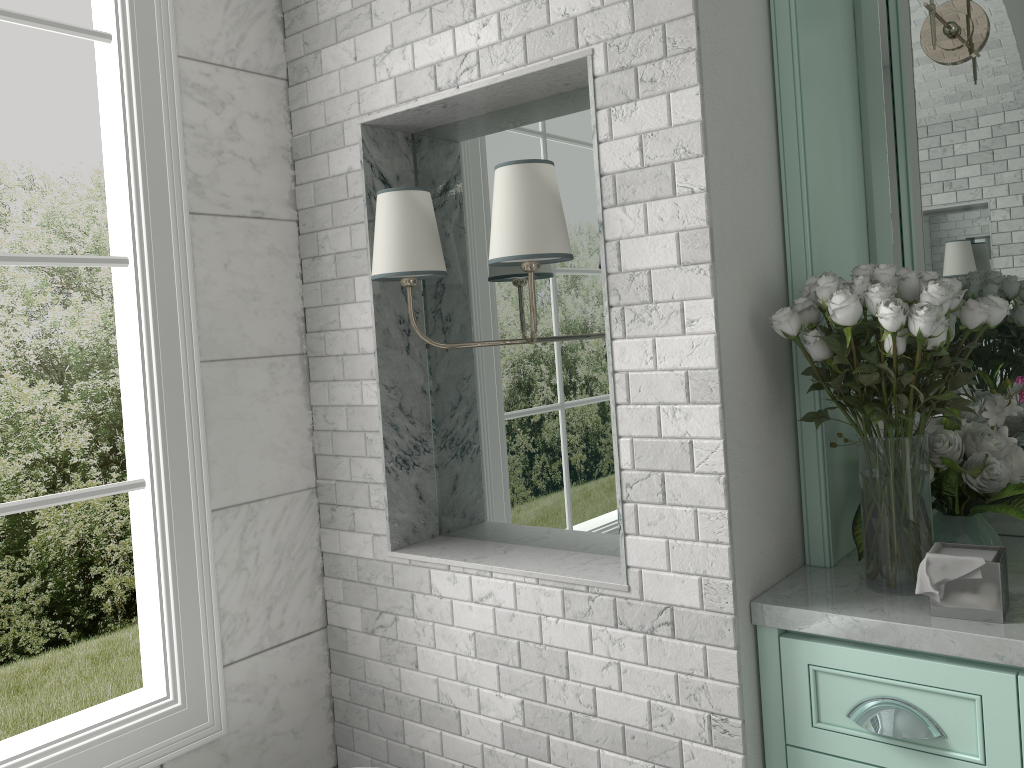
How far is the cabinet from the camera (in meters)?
1.50

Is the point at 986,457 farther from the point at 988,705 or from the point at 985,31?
the point at 985,31

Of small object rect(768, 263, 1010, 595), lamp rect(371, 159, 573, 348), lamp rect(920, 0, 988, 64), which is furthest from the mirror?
lamp rect(371, 159, 573, 348)

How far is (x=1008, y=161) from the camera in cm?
204

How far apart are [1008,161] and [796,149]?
0.55m

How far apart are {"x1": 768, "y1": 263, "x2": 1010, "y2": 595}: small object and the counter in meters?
0.0

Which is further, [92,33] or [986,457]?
[92,33]

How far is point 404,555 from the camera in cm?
224

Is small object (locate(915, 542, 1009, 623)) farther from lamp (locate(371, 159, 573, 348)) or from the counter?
lamp (locate(371, 159, 573, 348))

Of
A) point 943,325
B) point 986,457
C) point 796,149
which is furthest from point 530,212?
point 986,457
